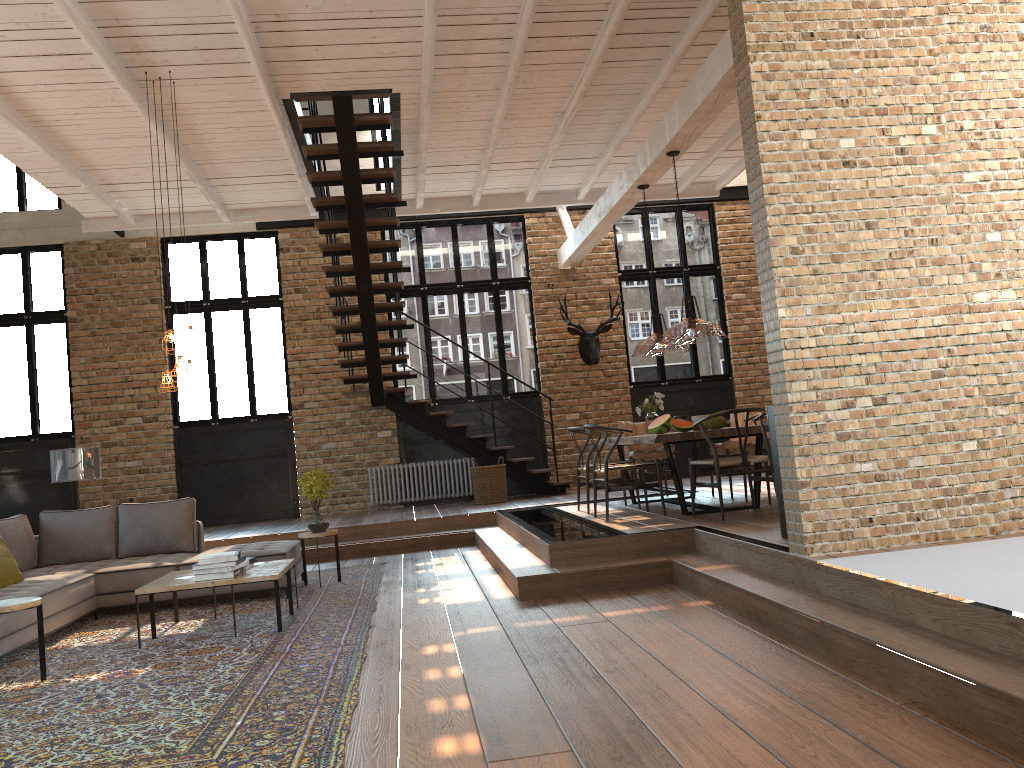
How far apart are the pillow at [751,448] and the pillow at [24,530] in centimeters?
510cm

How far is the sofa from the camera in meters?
5.7

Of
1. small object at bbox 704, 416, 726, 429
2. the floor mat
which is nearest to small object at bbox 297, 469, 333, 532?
the floor mat

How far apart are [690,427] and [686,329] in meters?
2.0

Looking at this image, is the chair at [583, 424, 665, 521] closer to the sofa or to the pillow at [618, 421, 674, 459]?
the pillow at [618, 421, 674, 459]

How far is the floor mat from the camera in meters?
3.5

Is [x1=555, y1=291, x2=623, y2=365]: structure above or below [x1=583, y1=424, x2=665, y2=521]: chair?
above

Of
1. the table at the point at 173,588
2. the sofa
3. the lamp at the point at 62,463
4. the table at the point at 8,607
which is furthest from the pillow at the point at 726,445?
the table at the point at 8,607

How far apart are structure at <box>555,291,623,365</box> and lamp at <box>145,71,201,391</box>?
6.8m

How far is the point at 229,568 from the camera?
5.8 meters
